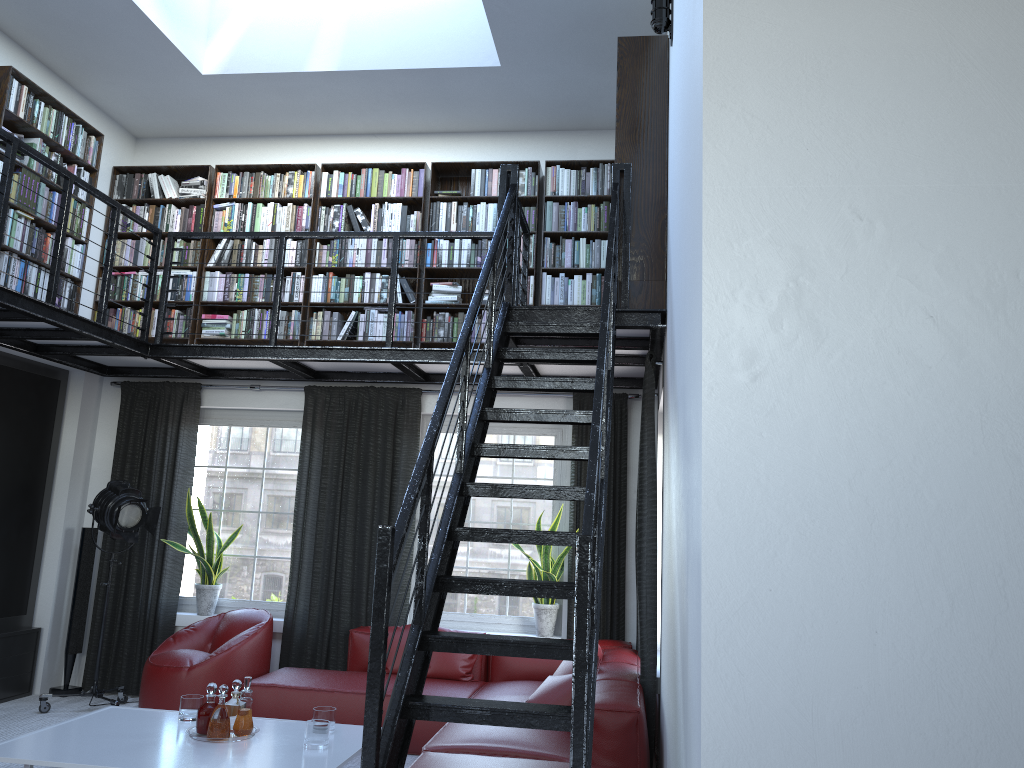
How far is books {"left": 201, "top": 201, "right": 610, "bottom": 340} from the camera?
6.68m

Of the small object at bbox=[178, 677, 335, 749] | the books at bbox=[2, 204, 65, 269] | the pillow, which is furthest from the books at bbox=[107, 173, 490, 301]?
the small object at bbox=[178, 677, 335, 749]

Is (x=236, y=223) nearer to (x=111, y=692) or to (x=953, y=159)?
(x=111, y=692)

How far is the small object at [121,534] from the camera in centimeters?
615cm

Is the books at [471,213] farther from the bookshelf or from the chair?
the chair

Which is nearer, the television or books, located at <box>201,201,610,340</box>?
the television

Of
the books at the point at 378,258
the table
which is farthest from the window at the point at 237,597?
the table

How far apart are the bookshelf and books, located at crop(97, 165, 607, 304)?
0.0m

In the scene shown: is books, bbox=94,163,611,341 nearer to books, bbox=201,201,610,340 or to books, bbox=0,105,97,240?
books, bbox=201,201,610,340

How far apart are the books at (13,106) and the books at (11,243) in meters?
0.1
